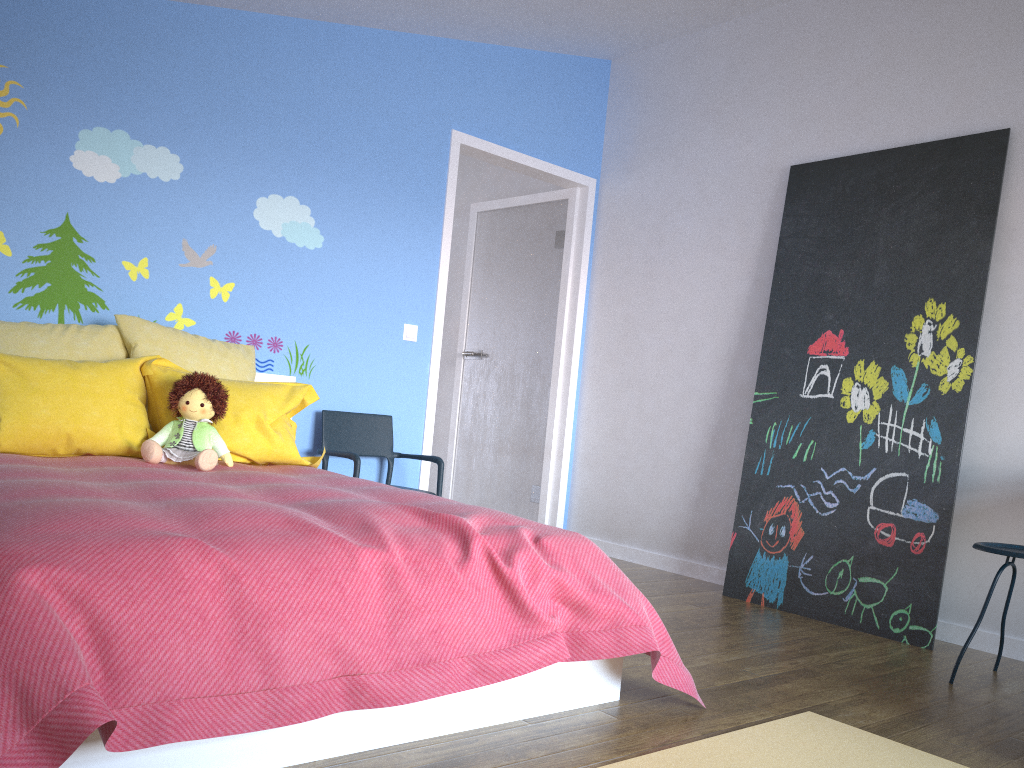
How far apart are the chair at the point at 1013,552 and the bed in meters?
1.2 m

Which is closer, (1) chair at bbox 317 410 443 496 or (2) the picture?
(2) the picture

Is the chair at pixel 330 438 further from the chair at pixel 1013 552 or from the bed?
the chair at pixel 1013 552

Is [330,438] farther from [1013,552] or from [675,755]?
[1013,552]

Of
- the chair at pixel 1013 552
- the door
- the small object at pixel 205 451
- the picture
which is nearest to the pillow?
the small object at pixel 205 451

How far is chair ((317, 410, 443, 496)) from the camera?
4.0m

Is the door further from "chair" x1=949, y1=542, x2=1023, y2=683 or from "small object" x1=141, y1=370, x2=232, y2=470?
"chair" x1=949, y1=542, x2=1023, y2=683

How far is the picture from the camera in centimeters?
342cm

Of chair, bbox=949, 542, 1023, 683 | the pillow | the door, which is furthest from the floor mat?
the door

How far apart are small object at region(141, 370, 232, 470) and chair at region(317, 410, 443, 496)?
0.8m
